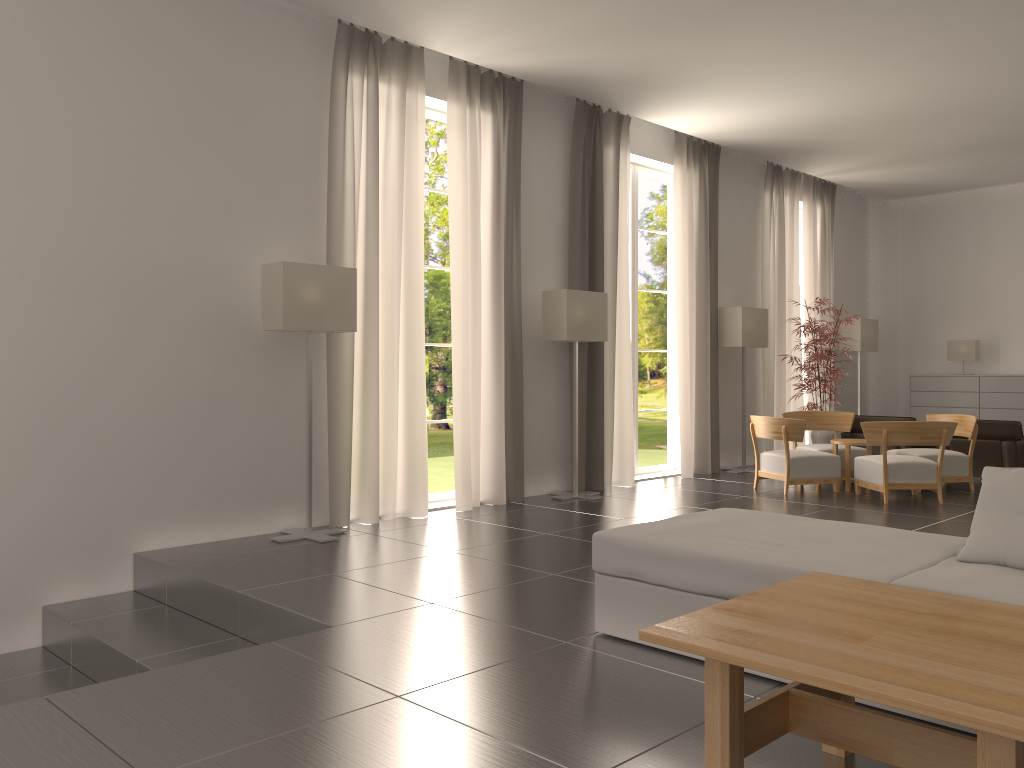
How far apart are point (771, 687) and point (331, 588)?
4.1 meters

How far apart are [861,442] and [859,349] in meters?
6.8 m

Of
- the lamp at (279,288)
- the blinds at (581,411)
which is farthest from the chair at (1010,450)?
the lamp at (279,288)

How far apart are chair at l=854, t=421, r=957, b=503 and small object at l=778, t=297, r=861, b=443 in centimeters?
310cm

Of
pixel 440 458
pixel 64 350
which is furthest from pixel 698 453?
pixel 440 458

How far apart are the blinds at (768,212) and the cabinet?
3.5 meters

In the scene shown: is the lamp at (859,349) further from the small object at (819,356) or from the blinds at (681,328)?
the blinds at (681,328)

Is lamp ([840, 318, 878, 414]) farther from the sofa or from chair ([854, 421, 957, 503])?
the sofa

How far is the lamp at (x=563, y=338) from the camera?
13.3 meters

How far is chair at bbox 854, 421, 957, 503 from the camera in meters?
13.0
